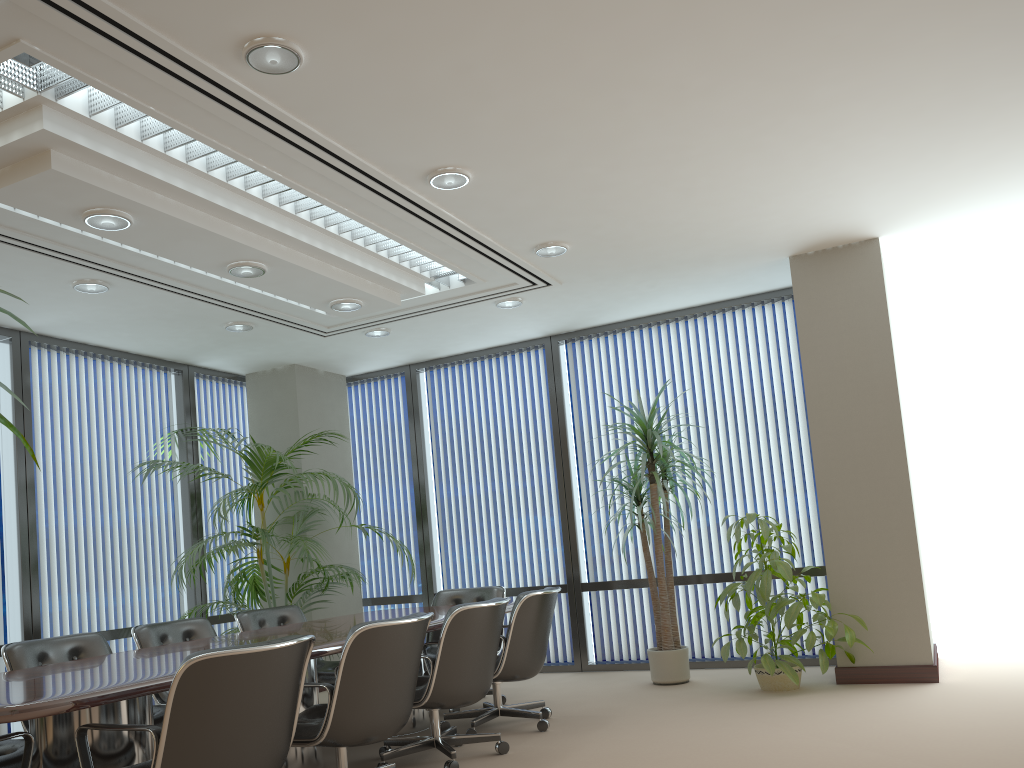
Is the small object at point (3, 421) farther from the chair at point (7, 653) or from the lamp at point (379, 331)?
the lamp at point (379, 331)

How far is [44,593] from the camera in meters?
6.4

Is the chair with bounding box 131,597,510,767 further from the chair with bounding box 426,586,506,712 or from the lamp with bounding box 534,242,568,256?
the lamp with bounding box 534,242,568,256

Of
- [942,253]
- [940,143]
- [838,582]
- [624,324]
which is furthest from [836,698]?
[624,324]

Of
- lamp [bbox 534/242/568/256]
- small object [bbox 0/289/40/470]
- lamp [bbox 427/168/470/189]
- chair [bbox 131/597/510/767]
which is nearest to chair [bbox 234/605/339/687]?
chair [bbox 131/597/510/767]

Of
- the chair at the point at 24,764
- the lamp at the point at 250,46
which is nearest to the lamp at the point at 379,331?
the lamp at the point at 250,46

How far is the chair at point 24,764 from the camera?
3.1 meters

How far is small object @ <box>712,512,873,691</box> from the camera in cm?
567

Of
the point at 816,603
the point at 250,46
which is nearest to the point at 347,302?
the point at 250,46

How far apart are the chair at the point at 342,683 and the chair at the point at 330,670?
1.52m
